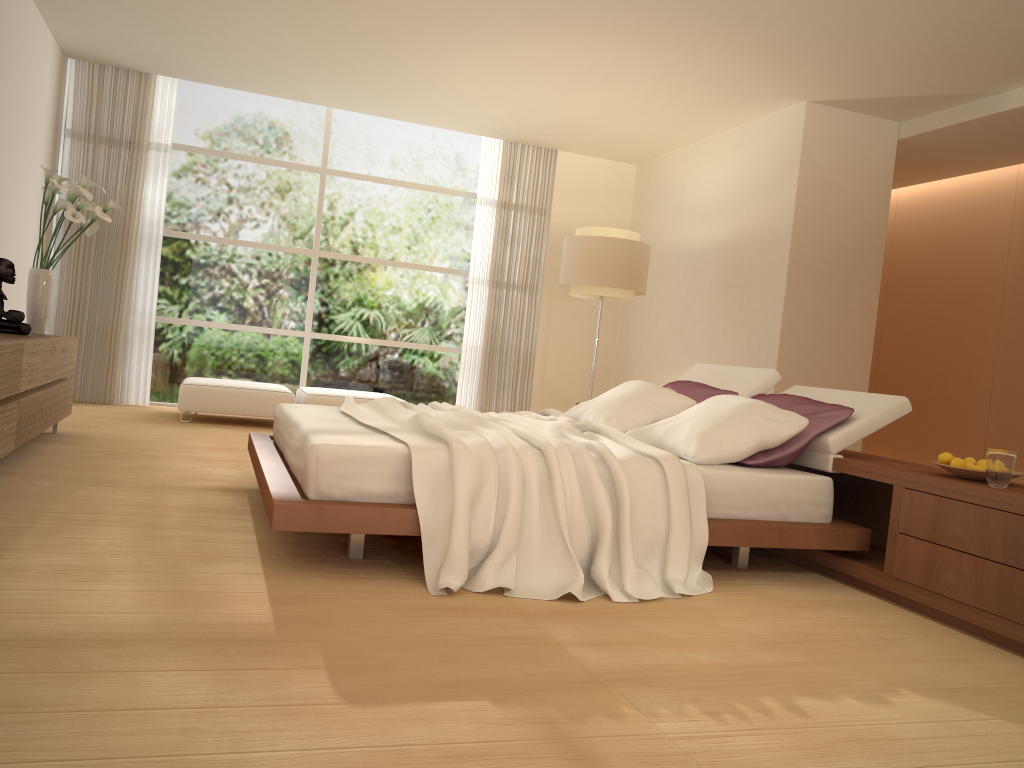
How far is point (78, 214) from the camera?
5.64m

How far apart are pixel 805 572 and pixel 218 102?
7.3m

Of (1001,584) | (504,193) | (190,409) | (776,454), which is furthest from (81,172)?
(1001,584)

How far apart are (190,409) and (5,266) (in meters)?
2.42

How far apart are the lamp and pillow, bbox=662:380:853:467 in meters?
2.3 m

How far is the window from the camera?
8.73m

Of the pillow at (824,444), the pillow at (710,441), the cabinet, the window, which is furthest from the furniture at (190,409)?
Answer: the pillow at (824,444)

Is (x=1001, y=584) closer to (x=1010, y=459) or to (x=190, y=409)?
(x=1010, y=459)

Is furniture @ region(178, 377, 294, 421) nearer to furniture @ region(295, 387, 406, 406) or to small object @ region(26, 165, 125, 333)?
furniture @ region(295, 387, 406, 406)

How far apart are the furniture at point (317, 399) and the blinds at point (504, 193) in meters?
1.4 m
